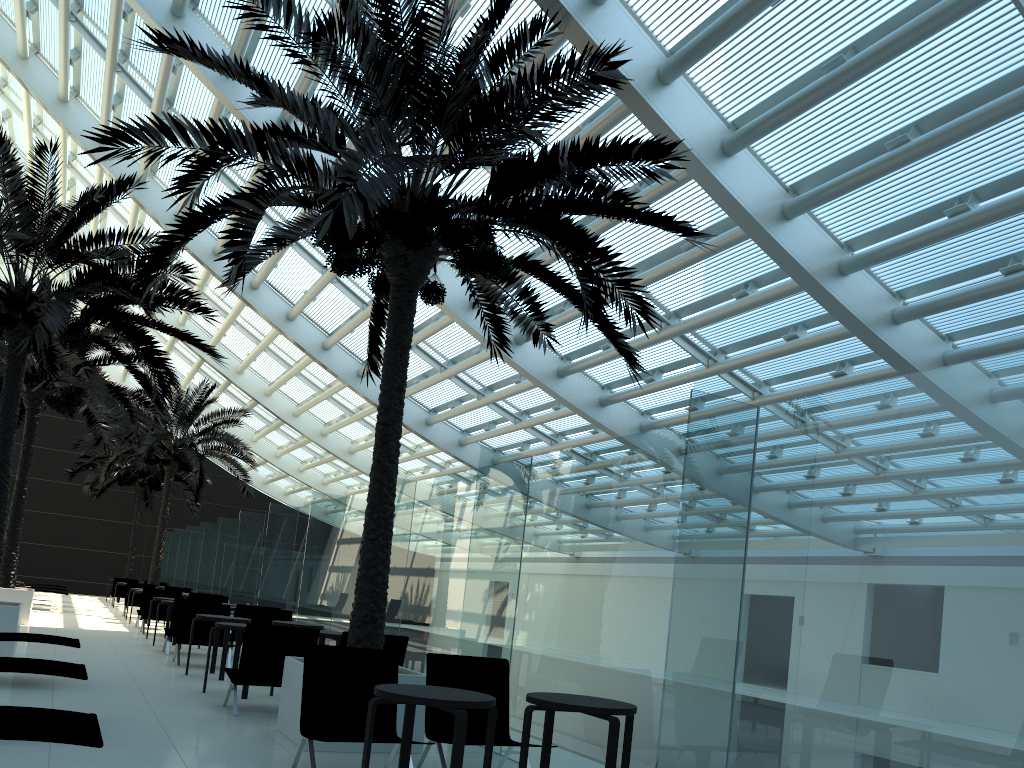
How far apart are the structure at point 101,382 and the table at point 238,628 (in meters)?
7.60

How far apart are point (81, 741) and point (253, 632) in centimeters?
417cm

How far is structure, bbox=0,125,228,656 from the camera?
10.56m

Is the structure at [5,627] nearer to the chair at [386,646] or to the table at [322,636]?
the table at [322,636]

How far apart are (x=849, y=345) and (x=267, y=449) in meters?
19.6

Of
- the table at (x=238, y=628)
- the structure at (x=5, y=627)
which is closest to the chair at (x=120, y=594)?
the structure at (x=5, y=627)

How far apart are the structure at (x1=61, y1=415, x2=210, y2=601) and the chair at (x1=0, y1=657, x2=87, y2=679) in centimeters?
2468cm

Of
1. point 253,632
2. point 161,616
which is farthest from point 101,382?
point 253,632

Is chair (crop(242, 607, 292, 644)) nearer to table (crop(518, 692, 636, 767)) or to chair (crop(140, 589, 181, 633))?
chair (crop(140, 589, 181, 633))

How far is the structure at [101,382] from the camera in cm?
1586
